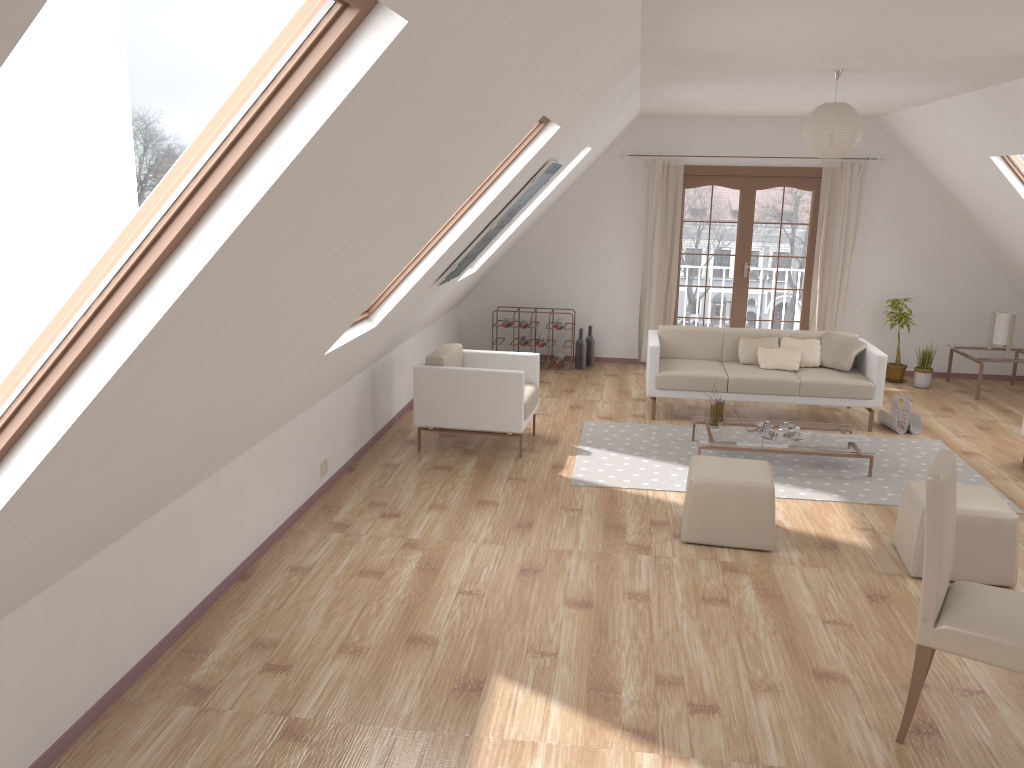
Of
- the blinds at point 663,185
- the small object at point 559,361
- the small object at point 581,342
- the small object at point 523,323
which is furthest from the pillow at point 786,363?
the small object at point 523,323

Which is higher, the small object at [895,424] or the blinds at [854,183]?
the blinds at [854,183]

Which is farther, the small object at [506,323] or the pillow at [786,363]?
the small object at [506,323]

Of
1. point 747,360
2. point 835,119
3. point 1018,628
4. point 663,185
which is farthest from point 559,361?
point 1018,628

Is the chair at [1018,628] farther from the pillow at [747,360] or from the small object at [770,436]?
the pillow at [747,360]

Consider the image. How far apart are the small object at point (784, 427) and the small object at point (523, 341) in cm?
339

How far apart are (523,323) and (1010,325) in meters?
4.8

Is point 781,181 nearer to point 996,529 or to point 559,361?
point 559,361

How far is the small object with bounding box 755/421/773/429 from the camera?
6.50m

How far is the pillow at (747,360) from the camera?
7.6 meters
